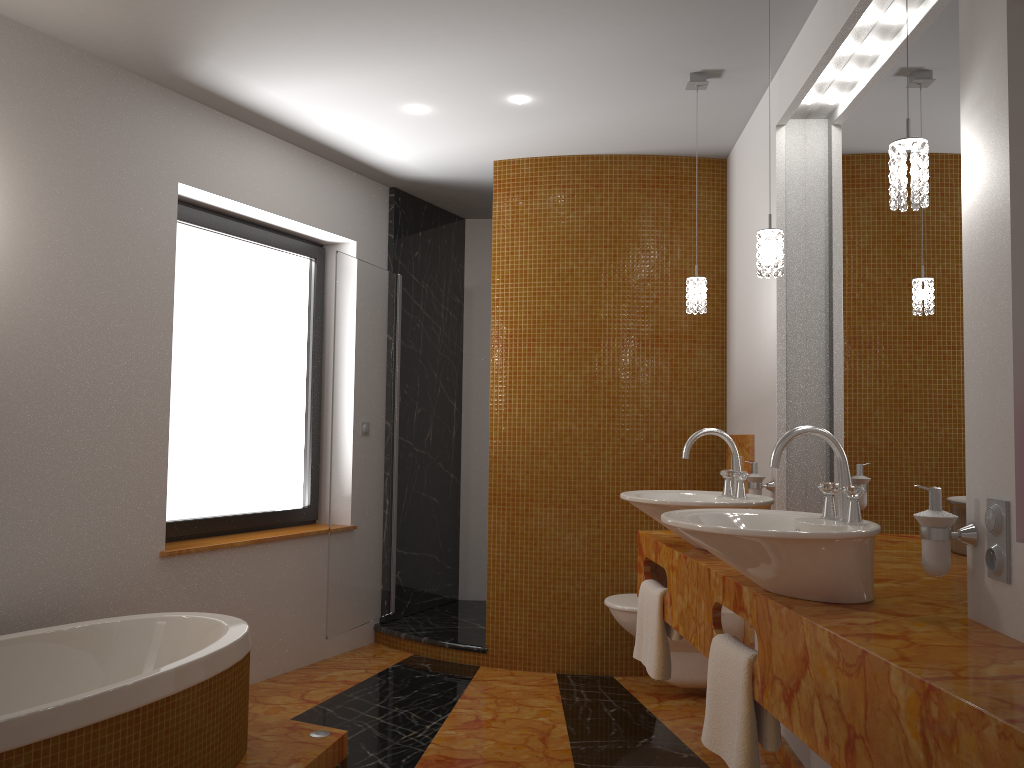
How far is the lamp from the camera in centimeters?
174cm

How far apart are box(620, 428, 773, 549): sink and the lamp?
0.5m

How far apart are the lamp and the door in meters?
1.8

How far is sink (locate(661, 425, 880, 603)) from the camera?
1.74m

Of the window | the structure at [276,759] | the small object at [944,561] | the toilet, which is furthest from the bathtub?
the small object at [944,561]

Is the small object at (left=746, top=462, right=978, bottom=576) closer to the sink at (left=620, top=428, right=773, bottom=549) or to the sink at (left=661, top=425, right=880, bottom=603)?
the sink at (left=661, top=425, right=880, bottom=603)

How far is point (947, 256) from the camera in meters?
2.1

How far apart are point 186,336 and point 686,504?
2.45m

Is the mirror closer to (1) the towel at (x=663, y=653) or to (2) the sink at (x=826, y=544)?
(2) the sink at (x=826, y=544)

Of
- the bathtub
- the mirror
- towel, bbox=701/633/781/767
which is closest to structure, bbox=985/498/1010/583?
the mirror
